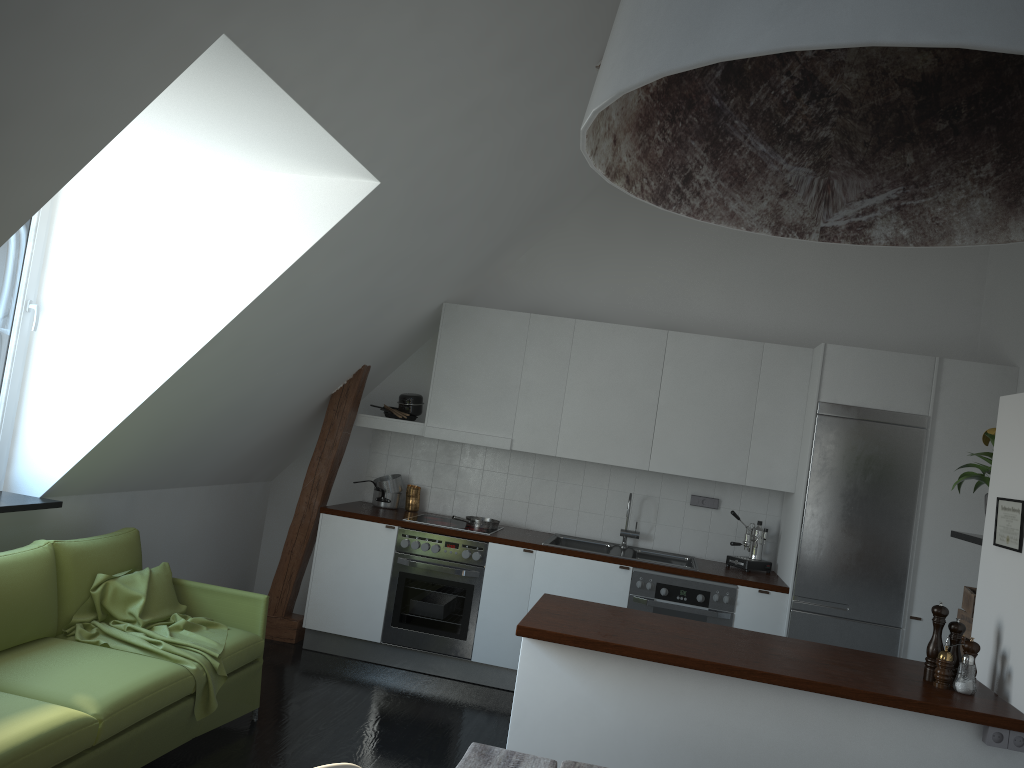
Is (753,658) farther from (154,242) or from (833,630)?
(154,242)

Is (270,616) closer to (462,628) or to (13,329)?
(462,628)

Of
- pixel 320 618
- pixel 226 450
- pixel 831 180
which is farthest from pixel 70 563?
pixel 831 180

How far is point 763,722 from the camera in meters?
3.0 m

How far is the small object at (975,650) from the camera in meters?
3.1

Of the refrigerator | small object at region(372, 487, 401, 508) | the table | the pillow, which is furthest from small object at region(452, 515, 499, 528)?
the table

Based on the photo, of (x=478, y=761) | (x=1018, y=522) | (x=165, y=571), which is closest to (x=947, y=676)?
(x=1018, y=522)

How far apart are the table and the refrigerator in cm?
328

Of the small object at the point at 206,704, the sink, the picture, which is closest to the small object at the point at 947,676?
the picture

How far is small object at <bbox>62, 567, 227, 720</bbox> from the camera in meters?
3.7
